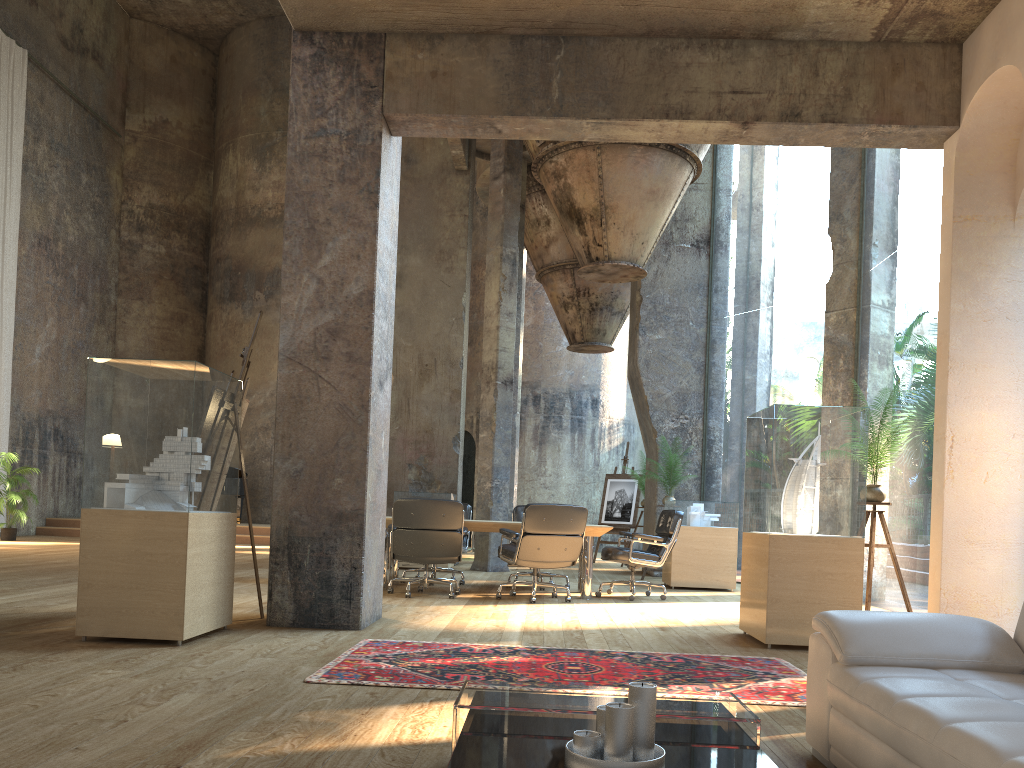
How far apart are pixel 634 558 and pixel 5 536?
11.2 meters

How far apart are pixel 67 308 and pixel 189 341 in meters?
3.4

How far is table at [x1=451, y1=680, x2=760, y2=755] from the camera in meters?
2.4

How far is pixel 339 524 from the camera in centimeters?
557cm

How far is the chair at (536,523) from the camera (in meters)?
7.57

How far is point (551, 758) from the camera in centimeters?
203cm

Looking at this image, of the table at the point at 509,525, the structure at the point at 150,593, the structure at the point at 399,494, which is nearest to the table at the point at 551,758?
the structure at the point at 150,593

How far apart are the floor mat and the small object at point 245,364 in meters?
2.2

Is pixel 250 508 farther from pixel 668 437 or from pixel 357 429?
pixel 357 429

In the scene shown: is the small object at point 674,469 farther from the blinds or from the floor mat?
the blinds
